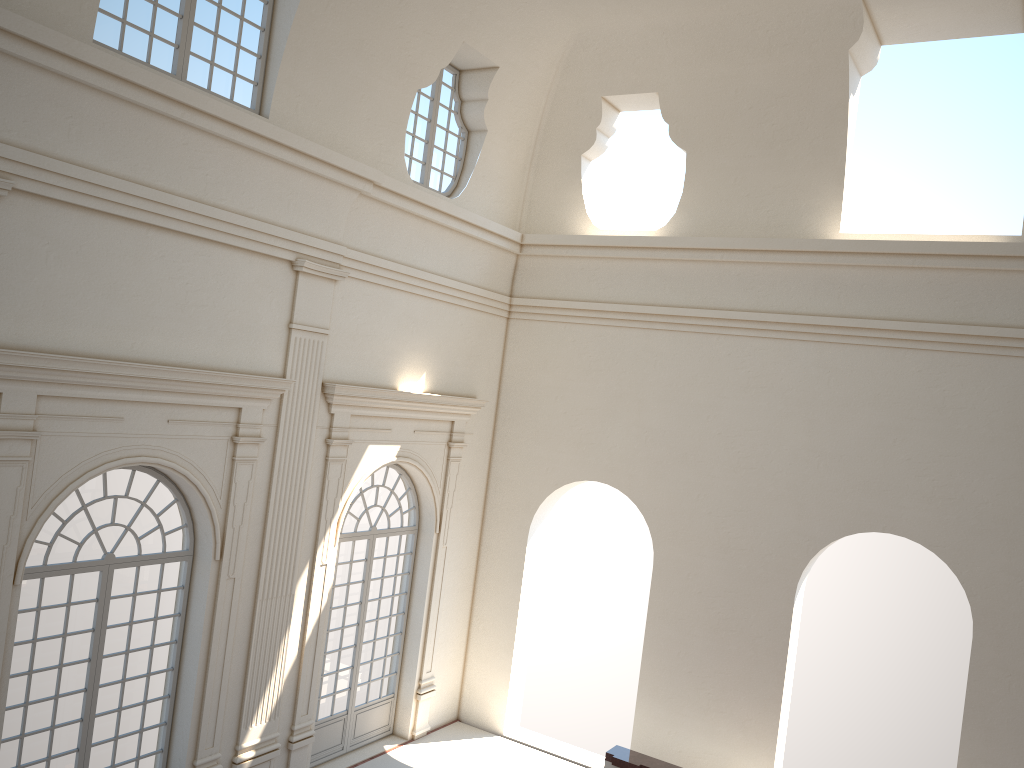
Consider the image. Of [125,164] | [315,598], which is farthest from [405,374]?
[125,164]
